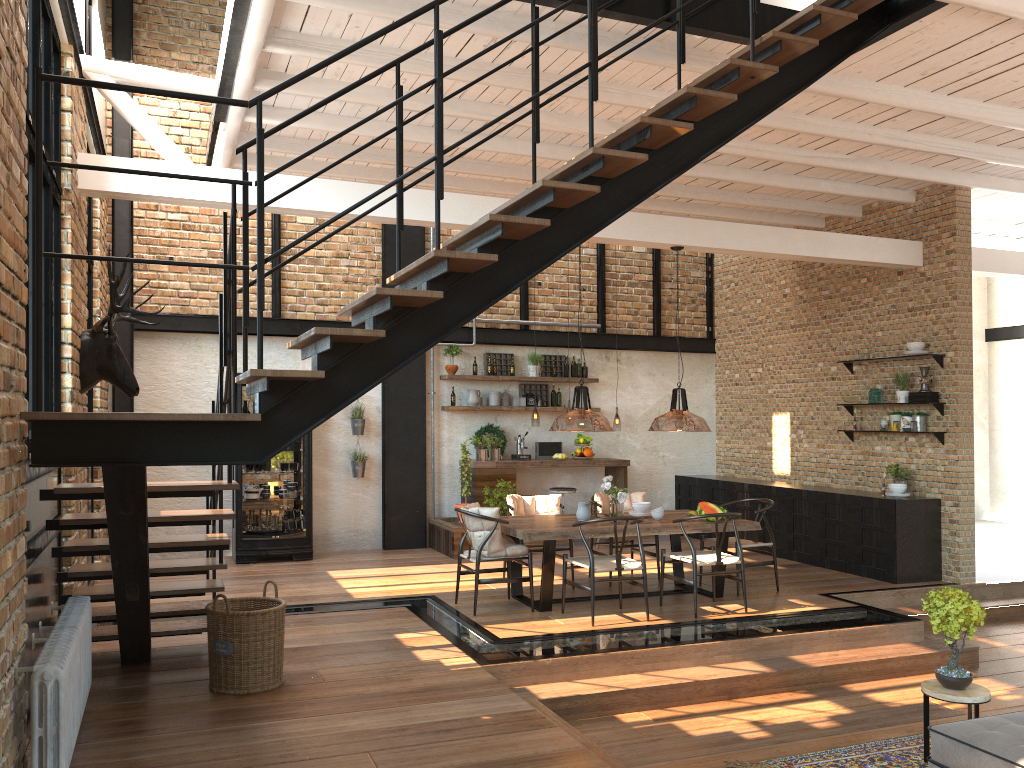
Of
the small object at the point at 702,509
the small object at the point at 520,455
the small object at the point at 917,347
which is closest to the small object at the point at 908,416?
the small object at the point at 917,347

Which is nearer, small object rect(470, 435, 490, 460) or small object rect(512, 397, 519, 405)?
small object rect(470, 435, 490, 460)

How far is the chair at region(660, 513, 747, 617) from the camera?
7.3 meters

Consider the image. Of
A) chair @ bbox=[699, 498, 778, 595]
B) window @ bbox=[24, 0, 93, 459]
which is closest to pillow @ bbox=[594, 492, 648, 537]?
chair @ bbox=[699, 498, 778, 595]

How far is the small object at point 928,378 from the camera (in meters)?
9.05

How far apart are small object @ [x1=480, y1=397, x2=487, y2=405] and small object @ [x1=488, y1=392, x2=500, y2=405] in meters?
0.1

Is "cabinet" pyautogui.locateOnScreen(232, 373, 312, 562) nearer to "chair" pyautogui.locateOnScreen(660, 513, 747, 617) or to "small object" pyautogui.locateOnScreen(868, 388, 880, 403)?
"chair" pyautogui.locateOnScreen(660, 513, 747, 617)

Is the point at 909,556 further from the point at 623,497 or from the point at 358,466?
the point at 358,466

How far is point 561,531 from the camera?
7.2m

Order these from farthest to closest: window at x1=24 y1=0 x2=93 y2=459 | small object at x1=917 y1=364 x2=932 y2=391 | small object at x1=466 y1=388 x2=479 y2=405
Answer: small object at x1=466 y1=388 x2=479 y2=405 < small object at x1=917 y1=364 x2=932 y2=391 < window at x1=24 y1=0 x2=93 y2=459
